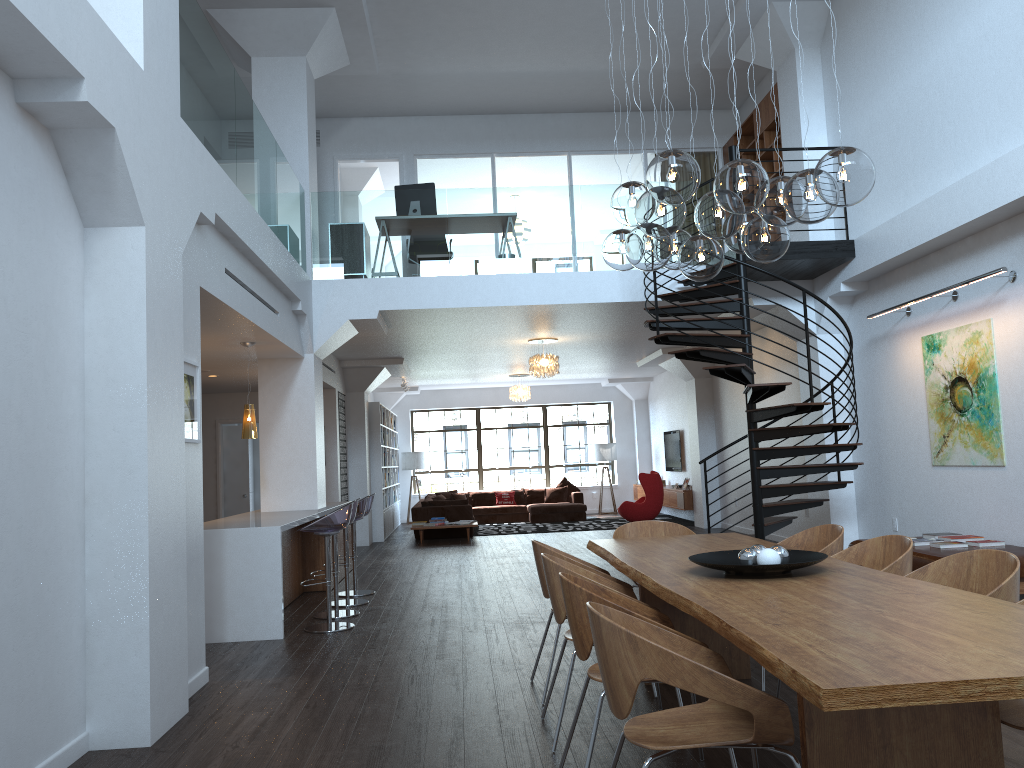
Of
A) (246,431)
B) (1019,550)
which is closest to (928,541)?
(1019,550)

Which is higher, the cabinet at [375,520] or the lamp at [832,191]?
the lamp at [832,191]

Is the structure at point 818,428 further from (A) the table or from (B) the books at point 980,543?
(A) the table

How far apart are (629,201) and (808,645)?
2.8 meters

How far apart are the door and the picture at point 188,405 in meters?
8.9

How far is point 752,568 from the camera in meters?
3.6

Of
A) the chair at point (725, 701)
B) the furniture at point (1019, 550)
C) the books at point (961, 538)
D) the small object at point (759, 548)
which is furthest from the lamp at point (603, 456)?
the chair at point (725, 701)

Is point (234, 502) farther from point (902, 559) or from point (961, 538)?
point (902, 559)

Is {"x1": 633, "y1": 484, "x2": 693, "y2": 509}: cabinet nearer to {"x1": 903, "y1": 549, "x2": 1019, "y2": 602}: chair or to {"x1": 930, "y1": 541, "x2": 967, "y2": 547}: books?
{"x1": 930, "y1": 541, "x2": 967, "y2": 547}: books

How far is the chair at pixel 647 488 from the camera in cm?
1480
